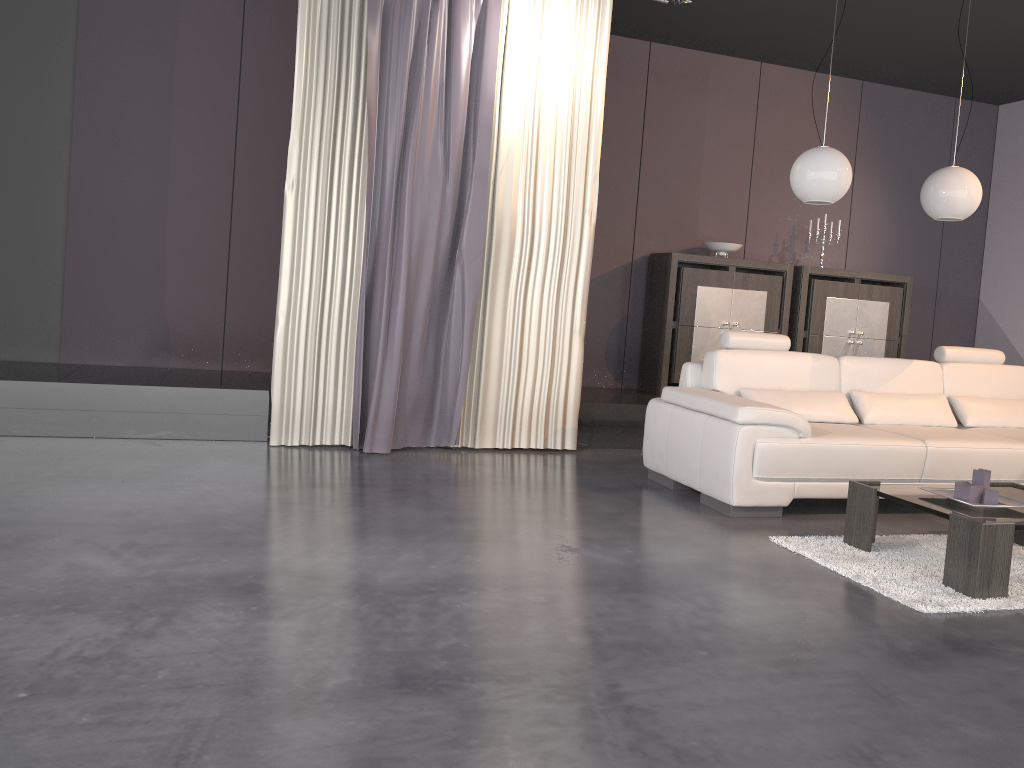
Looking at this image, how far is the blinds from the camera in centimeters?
493cm

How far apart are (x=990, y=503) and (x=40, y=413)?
4.66m

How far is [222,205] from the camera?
5.9 meters

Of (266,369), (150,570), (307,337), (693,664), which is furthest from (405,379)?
(693,664)

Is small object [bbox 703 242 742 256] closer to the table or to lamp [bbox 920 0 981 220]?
lamp [bbox 920 0 981 220]

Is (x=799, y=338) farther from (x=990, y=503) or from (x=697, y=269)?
(x=990, y=503)

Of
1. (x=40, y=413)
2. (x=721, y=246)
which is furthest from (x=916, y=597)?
(x=40, y=413)

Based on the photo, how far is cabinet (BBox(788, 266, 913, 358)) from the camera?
7.0 meters

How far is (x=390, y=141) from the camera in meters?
4.9 m

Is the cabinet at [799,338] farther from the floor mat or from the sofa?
the floor mat
